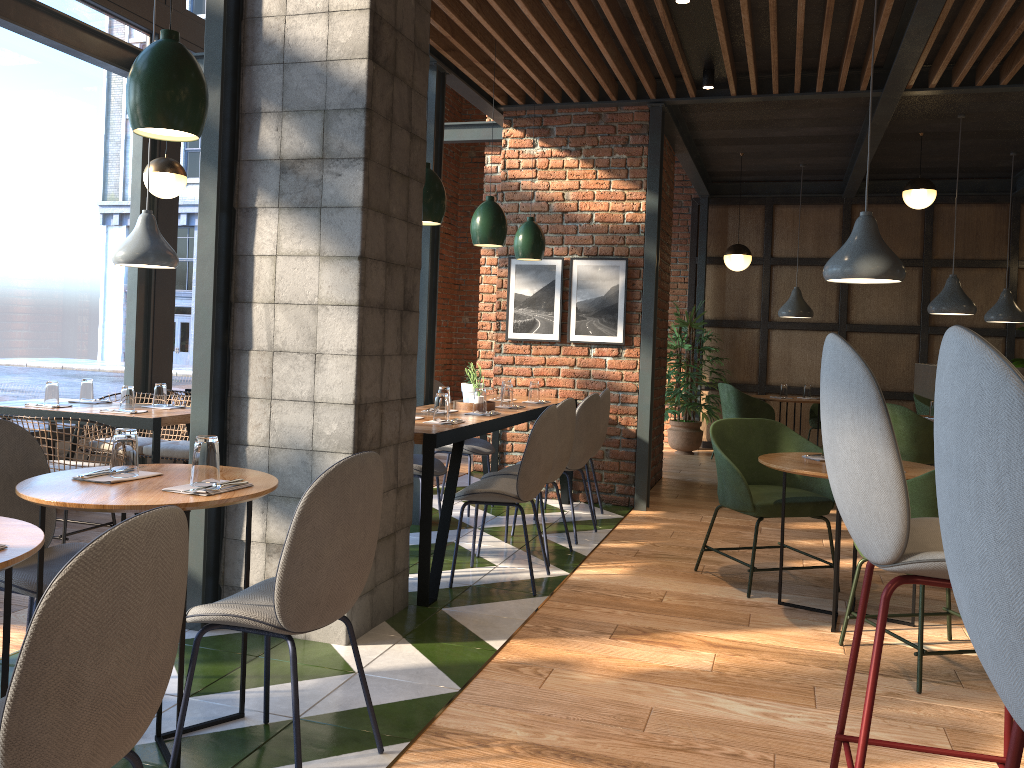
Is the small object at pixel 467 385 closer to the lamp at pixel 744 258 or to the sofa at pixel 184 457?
the sofa at pixel 184 457

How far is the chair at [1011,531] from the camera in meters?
0.9 m

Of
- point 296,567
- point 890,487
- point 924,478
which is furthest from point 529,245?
point 890,487

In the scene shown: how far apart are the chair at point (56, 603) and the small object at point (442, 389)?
3.4m

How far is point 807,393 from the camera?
9.2 meters

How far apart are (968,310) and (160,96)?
6.3m

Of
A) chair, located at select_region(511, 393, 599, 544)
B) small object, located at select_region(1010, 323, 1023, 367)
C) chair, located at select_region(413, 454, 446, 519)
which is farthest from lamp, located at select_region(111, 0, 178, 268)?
small object, located at select_region(1010, 323, 1023, 367)

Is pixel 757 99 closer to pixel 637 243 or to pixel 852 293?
pixel 637 243

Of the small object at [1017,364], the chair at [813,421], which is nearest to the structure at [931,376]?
the chair at [813,421]

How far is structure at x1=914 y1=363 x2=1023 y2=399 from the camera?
2.1 meters
